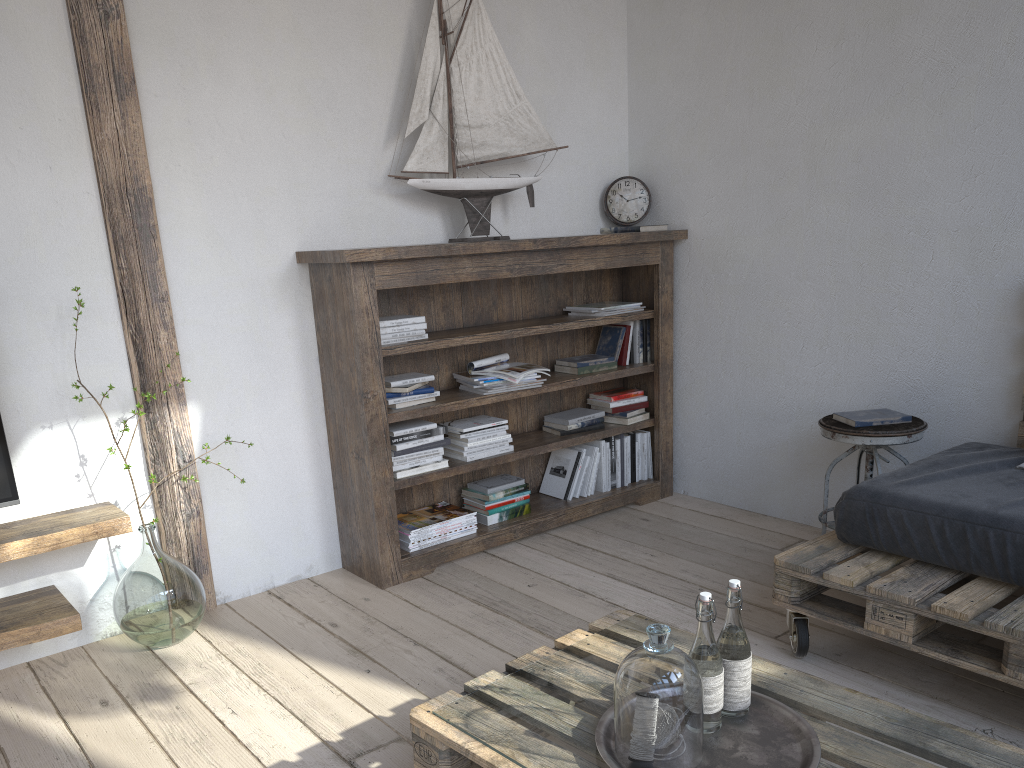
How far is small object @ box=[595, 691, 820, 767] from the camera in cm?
148

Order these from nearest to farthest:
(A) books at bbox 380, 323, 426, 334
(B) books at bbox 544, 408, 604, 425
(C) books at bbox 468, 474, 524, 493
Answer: (A) books at bbox 380, 323, 426, 334, (C) books at bbox 468, 474, 524, 493, (B) books at bbox 544, 408, 604, 425

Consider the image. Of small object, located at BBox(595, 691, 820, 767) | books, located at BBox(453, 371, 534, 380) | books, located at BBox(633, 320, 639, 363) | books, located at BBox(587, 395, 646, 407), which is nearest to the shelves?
books, located at BBox(453, 371, 534, 380)

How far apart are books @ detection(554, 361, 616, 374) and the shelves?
1.84m

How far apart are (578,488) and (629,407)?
0.4m

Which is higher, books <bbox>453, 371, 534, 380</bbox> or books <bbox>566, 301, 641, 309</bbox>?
books <bbox>566, 301, 641, 309</bbox>

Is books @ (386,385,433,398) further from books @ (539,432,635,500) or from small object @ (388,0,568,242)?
books @ (539,432,635,500)

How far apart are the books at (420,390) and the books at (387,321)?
0.25m

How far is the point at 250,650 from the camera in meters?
2.7

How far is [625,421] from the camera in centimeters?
382cm
